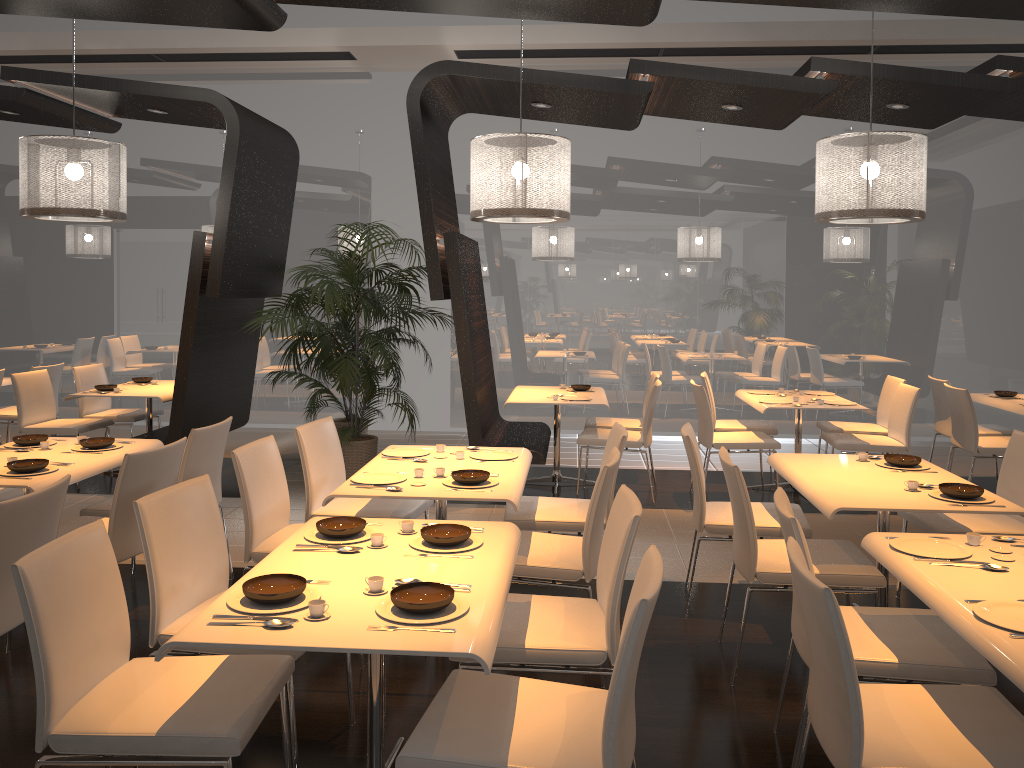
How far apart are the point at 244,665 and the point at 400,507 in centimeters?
188cm

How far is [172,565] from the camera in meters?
3.0

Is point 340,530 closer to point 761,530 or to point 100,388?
point 761,530

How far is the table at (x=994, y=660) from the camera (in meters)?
2.13

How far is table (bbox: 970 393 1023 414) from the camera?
6.6m

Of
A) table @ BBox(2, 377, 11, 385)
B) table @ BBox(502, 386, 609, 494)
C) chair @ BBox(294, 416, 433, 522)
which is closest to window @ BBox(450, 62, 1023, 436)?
table @ BBox(502, 386, 609, 494)

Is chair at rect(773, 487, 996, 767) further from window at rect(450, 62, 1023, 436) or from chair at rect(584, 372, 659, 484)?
window at rect(450, 62, 1023, 436)

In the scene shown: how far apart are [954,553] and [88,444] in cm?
395

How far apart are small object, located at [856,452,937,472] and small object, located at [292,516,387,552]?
2.6m

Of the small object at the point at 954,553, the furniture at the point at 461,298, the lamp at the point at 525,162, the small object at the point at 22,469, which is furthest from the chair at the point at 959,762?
the furniture at the point at 461,298
